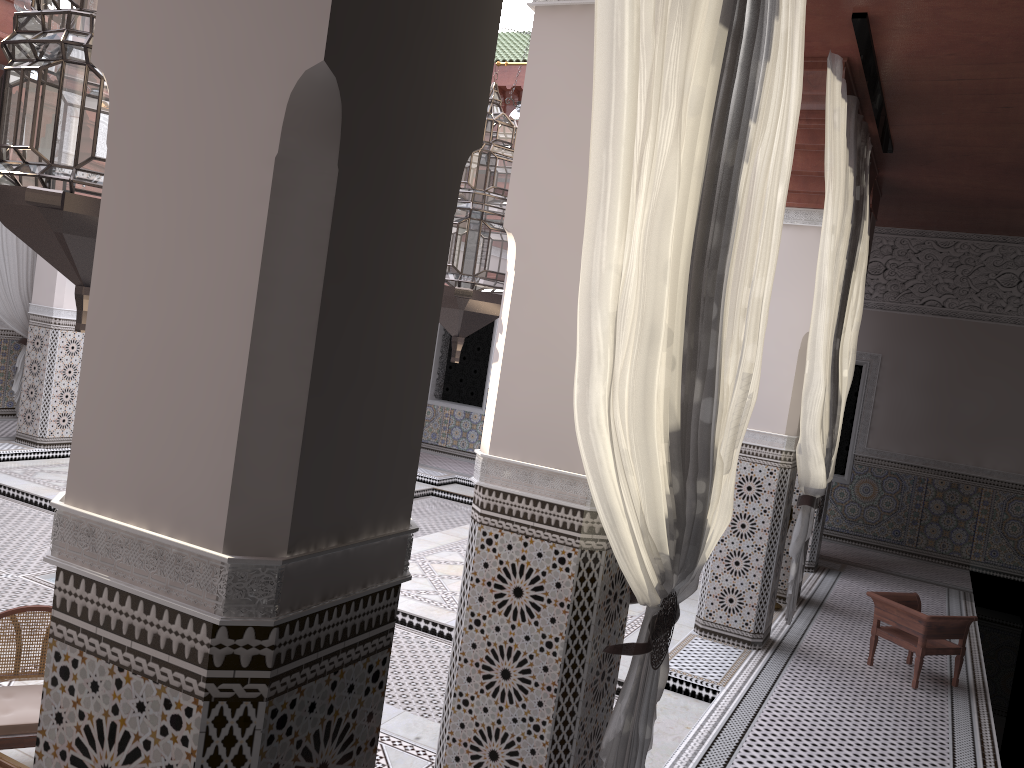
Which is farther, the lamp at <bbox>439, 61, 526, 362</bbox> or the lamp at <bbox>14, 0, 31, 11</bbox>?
the lamp at <bbox>14, 0, 31, 11</bbox>

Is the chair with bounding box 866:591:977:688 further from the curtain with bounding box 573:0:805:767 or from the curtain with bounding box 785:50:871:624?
the curtain with bounding box 573:0:805:767

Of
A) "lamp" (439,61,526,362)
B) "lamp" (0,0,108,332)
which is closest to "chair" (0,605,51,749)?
"lamp" (439,61,526,362)

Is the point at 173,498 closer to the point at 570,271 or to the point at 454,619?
the point at 570,271

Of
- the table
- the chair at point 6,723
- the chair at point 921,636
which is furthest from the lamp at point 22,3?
the chair at point 921,636

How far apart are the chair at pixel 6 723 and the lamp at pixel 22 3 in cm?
214

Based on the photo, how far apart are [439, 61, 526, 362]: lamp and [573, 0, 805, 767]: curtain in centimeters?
34cm

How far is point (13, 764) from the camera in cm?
154

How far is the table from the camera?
1.54m

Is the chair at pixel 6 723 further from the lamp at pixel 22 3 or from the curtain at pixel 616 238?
the lamp at pixel 22 3
